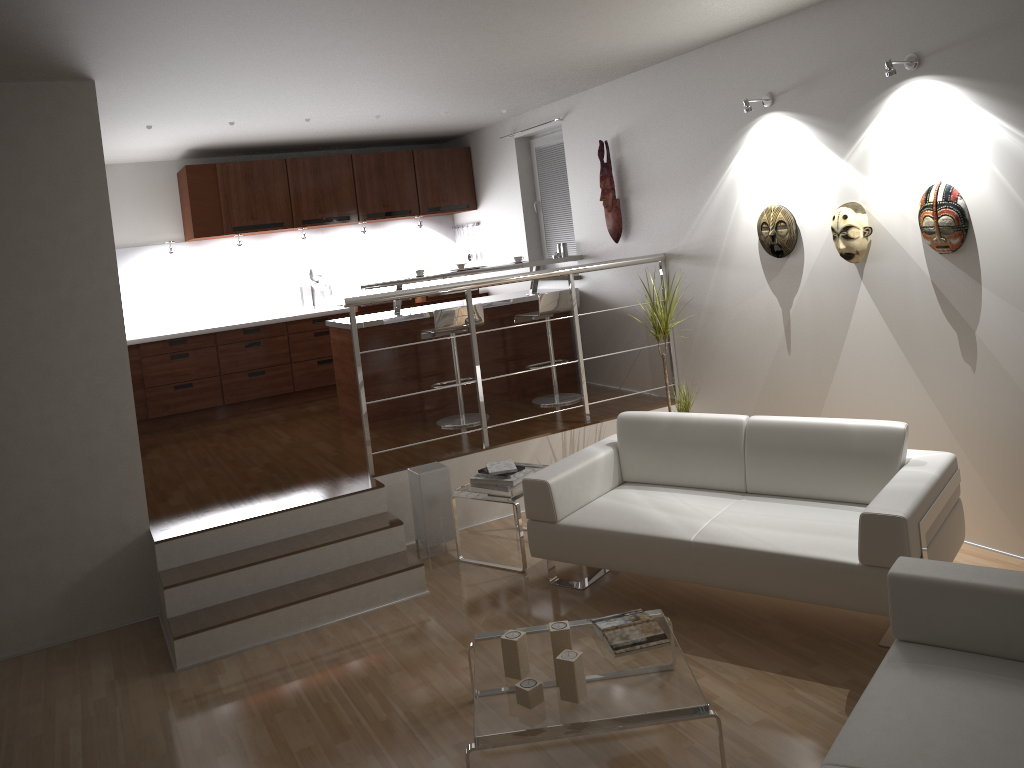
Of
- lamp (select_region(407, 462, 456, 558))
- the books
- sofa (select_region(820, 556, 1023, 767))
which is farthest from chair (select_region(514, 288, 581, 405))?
sofa (select_region(820, 556, 1023, 767))

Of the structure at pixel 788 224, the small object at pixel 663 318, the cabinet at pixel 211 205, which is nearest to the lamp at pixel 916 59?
the structure at pixel 788 224

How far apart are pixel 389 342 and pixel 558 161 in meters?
2.2 m

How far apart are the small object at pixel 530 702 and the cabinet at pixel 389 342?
3.8m

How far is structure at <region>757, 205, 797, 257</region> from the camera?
4.97m

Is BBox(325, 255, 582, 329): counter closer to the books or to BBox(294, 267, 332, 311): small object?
BBox(294, 267, 332, 311): small object

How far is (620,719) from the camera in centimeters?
286cm

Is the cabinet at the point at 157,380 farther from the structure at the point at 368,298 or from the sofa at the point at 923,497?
the sofa at the point at 923,497

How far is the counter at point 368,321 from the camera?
6.46m

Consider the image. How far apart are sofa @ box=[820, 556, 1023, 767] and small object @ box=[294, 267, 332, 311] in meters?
6.5
